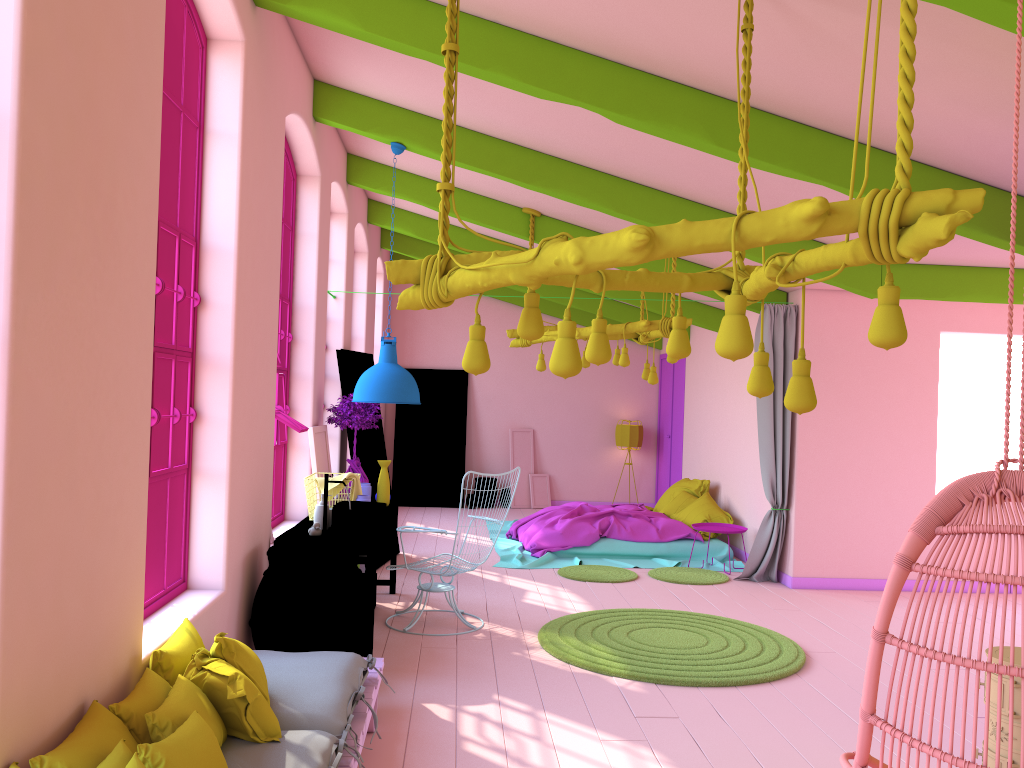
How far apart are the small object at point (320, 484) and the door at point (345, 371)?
1.9 meters

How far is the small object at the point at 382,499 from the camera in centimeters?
746cm

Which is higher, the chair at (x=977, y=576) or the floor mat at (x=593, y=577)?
the chair at (x=977, y=576)

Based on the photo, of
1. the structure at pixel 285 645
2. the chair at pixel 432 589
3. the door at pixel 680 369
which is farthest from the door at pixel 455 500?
the structure at pixel 285 645

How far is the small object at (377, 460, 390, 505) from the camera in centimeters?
746cm

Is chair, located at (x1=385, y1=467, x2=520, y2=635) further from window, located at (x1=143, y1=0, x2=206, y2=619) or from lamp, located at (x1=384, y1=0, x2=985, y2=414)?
lamp, located at (x1=384, y1=0, x2=985, y2=414)

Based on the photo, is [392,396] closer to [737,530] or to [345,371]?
[345,371]

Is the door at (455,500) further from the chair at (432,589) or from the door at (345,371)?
the chair at (432,589)

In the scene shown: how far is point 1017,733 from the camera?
3.32m

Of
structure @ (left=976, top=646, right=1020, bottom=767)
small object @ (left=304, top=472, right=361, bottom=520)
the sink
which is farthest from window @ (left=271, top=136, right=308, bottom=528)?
structure @ (left=976, top=646, right=1020, bottom=767)
